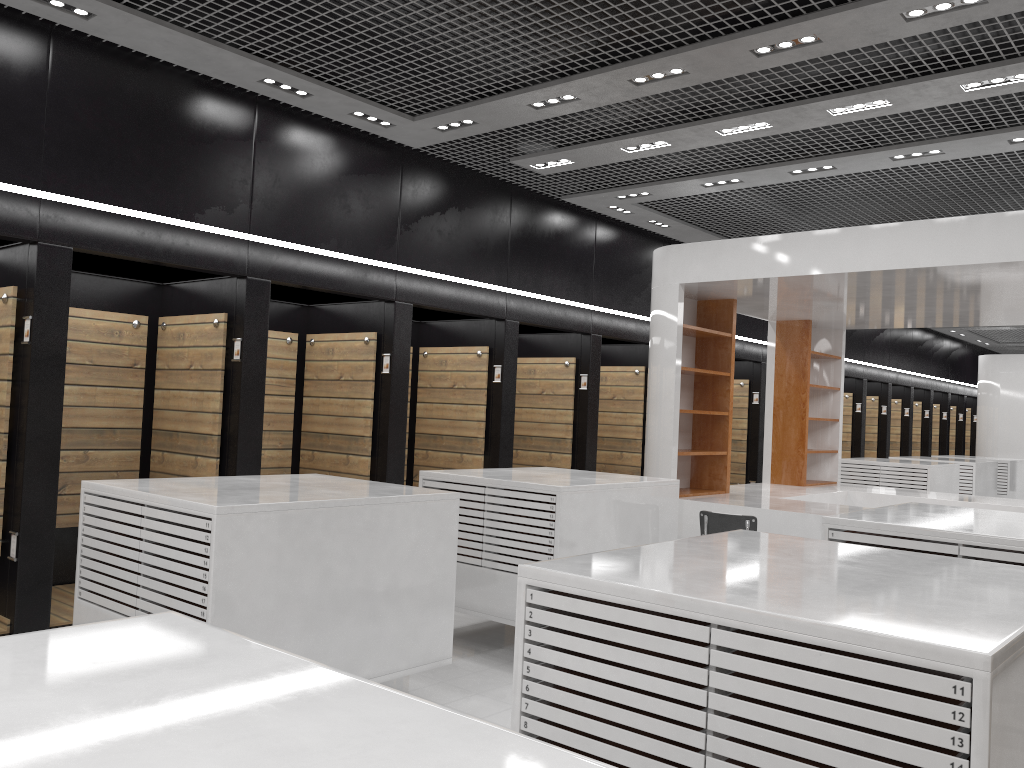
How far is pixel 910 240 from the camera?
7.0m

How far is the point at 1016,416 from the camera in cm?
1814

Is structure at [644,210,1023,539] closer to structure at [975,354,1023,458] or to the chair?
the chair

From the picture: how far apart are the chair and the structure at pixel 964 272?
1.18m

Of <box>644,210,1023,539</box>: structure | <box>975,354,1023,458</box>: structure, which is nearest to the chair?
<box>644,210,1023,539</box>: structure

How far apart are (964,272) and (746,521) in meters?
2.7

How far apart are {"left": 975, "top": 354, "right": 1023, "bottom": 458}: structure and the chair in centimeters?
1441cm

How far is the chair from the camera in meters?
6.5

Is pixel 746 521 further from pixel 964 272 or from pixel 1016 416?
pixel 1016 416

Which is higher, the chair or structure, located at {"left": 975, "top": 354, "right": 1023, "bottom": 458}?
structure, located at {"left": 975, "top": 354, "right": 1023, "bottom": 458}
